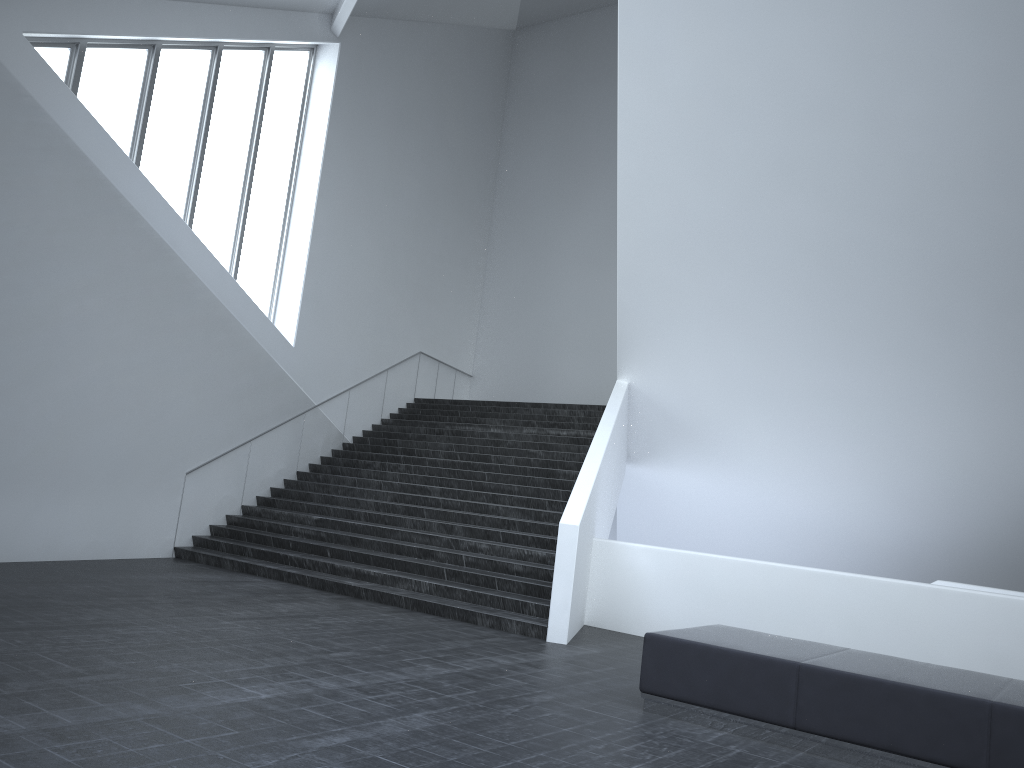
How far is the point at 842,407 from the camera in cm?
1262

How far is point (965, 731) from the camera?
5.4 meters

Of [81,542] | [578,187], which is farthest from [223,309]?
[578,187]

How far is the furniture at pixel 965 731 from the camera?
5.4m

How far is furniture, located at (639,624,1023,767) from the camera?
5.38m
